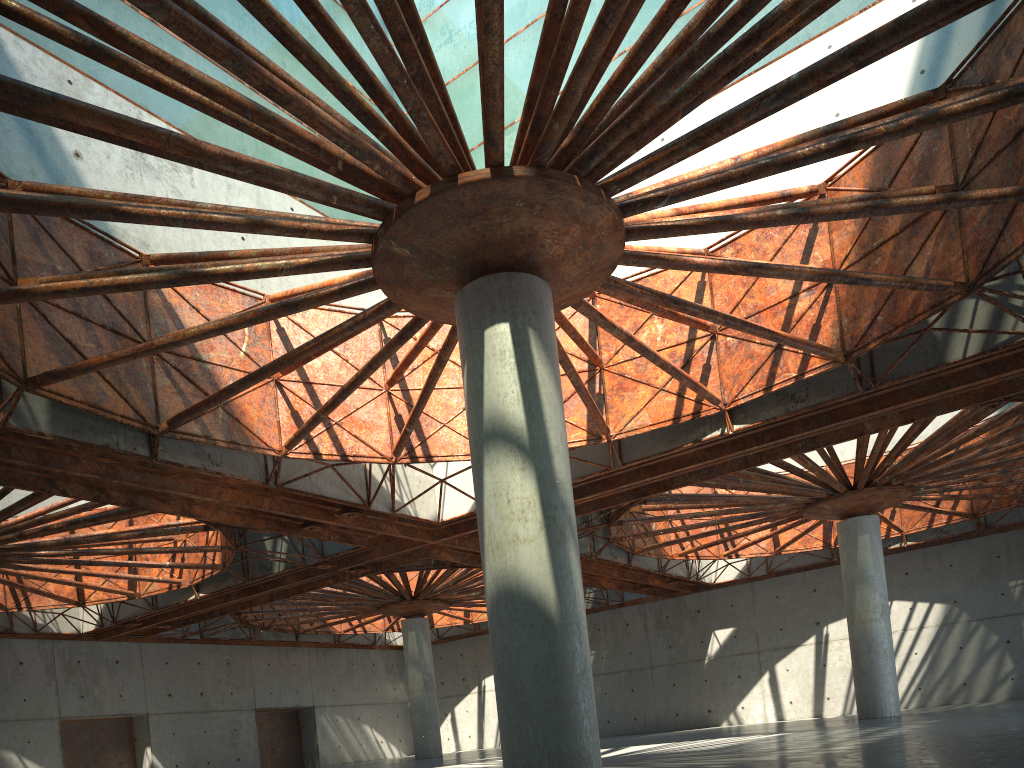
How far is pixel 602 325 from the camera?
22.3 meters
